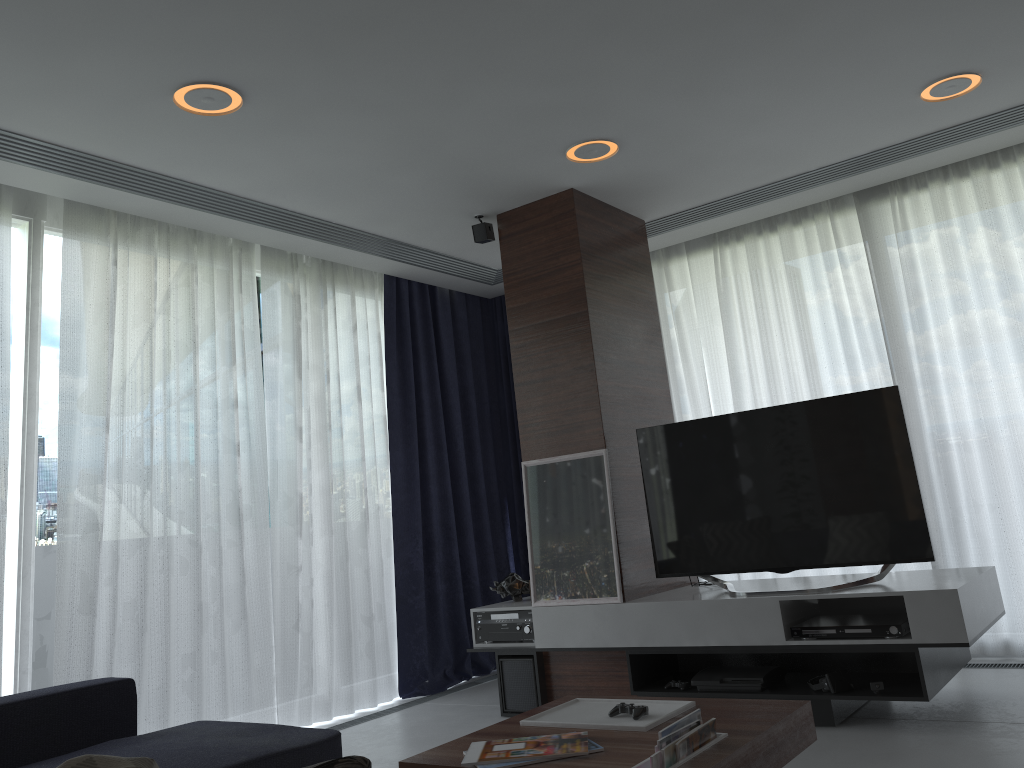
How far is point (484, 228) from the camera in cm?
474

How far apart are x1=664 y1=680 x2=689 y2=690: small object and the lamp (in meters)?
2.43

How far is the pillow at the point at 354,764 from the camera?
0.8m

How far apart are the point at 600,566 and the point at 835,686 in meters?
1.2

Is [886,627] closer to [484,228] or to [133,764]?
[484,228]

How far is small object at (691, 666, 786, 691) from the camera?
3.7 meters

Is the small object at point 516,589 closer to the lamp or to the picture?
the picture

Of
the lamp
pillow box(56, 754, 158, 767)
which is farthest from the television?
pillow box(56, 754, 158, 767)

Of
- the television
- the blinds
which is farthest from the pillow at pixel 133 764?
the television

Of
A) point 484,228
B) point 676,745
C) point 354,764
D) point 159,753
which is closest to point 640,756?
point 676,745
